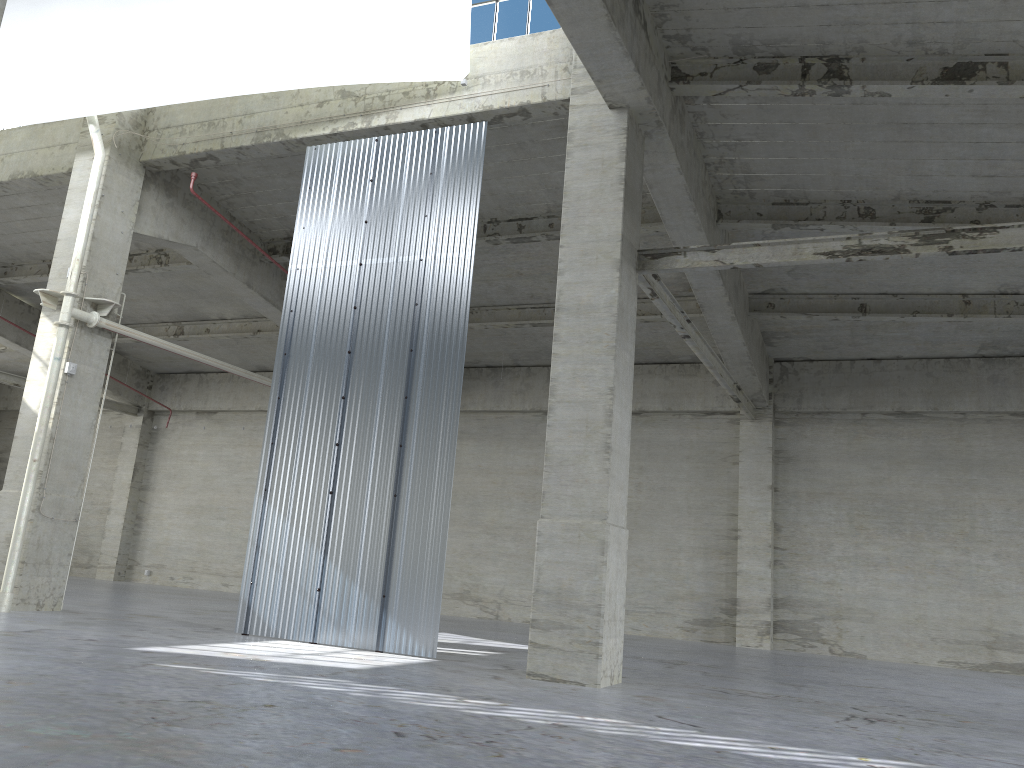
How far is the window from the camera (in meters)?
18.20

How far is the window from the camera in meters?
18.2 m

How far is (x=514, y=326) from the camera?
27.6 meters

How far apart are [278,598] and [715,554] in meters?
15.7 m
